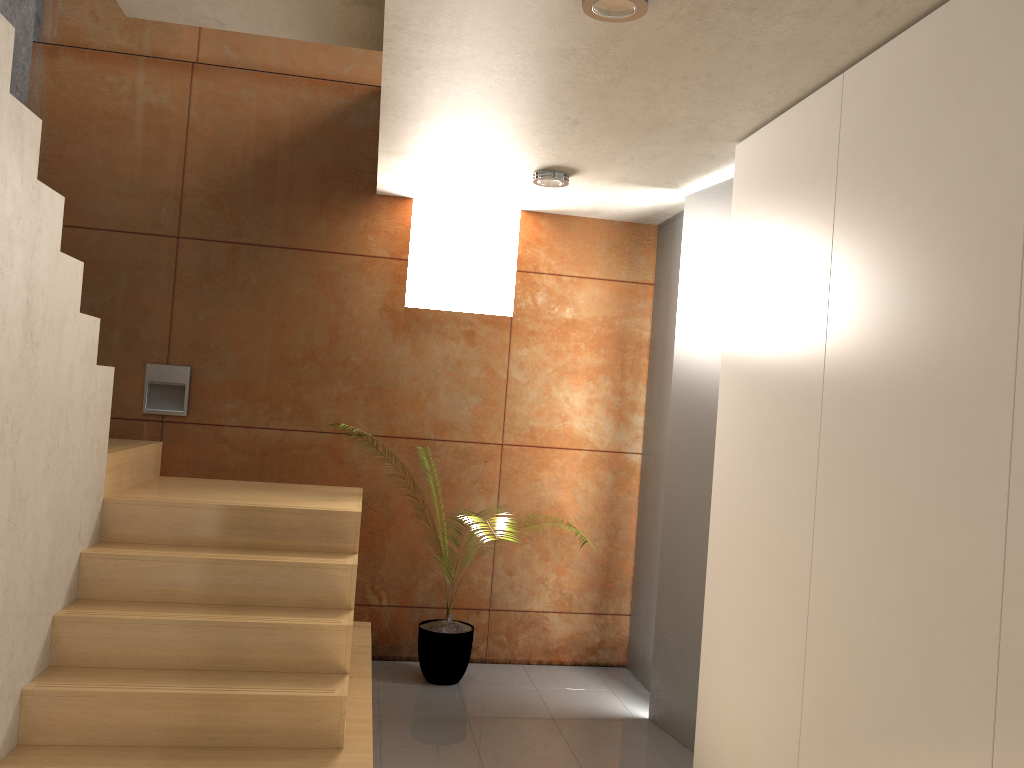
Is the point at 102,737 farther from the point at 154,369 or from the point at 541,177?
the point at 541,177

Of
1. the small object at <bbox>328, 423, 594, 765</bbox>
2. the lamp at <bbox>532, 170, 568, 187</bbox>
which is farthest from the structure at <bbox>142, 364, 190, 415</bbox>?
the lamp at <bbox>532, 170, 568, 187</bbox>

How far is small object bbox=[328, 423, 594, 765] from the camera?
4.42m

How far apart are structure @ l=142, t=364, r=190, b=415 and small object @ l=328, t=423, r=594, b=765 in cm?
168

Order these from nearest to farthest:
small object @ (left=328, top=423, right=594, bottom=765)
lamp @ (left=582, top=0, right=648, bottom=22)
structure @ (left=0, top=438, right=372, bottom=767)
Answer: lamp @ (left=582, top=0, right=648, bottom=22) < structure @ (left=0, top=438, right=372, bottom=767) < small object @ (left=328, top=423, right=594, bottom=765)

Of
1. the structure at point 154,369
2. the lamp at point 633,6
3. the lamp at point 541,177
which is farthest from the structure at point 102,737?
the lamp at point 633,6

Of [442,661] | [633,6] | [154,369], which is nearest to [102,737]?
[442,661]

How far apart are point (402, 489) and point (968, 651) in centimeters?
330cm

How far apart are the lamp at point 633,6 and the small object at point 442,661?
3.1 meters

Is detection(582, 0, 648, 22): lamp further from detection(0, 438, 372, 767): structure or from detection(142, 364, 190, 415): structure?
detection(142, 364, 190, 415): structure
